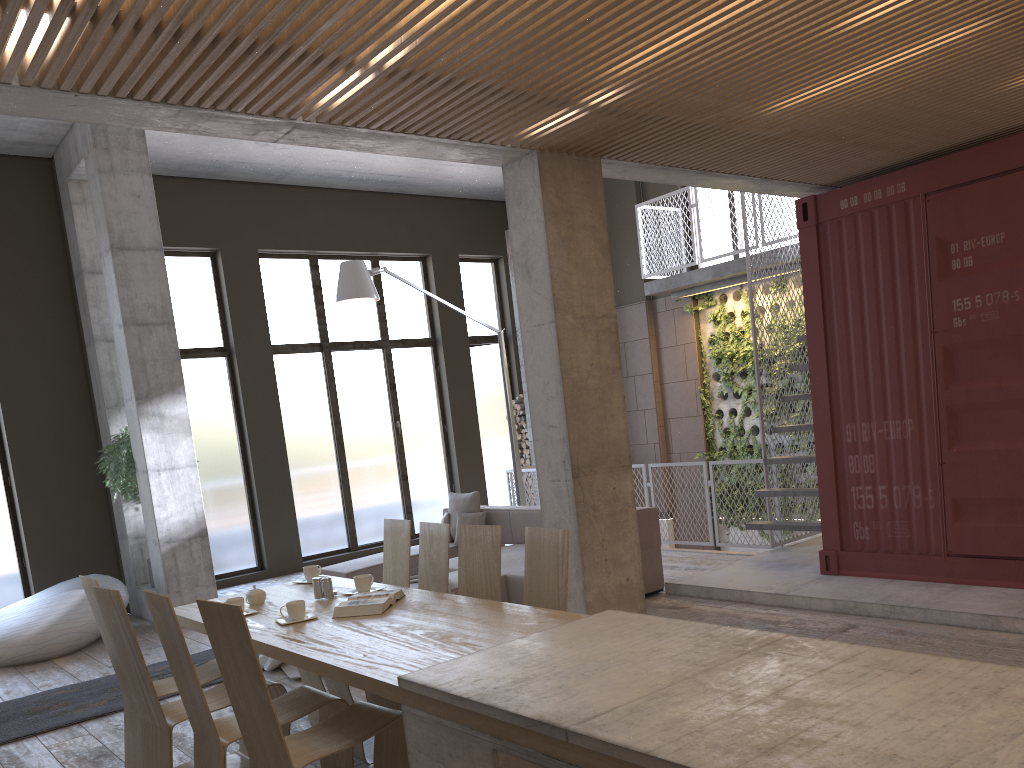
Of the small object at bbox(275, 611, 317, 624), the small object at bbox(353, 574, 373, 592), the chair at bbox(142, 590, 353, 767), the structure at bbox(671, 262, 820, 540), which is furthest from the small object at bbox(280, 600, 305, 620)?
the structure at bbox(671, 262, 820, 540)

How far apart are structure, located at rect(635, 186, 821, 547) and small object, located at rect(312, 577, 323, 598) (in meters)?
4.89

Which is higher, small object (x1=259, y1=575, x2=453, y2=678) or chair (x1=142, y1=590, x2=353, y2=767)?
chair (x1=142, y1=590, x2=353, y2=767)

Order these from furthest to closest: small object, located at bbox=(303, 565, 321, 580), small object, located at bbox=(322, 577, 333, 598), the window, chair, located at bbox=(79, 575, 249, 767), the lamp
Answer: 1. the window
2. the lamp
3. small object, located at bbox=(303, 565, 321, 580)
4. small object, located at bbox=(322, 577, 333, 598)
5. chair, located at bbox=(79, 575, 249, 767)

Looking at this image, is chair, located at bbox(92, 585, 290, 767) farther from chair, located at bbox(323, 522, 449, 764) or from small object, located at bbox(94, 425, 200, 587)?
small object, located at bbox(94, 425, 200, 587)

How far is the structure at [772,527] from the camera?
8.2m

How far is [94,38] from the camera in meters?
3.3

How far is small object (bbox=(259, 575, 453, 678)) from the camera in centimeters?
636cm

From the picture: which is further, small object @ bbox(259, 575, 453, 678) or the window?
the window

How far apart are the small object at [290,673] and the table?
1.5 meters
